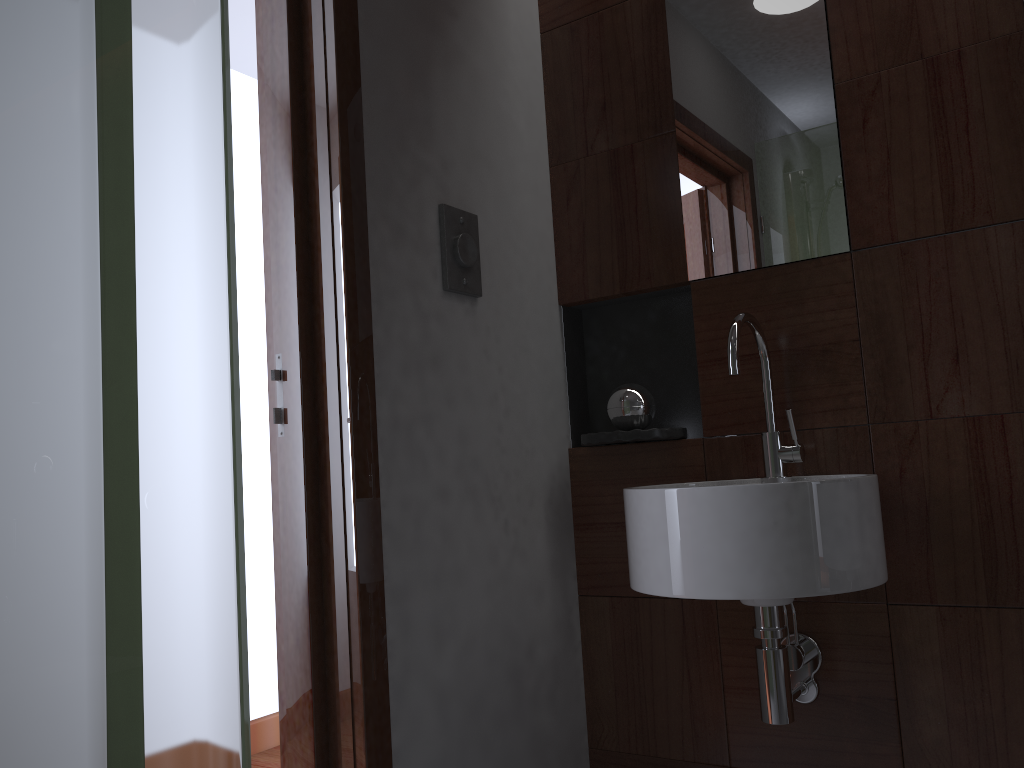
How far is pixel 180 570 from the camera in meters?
0.3 m

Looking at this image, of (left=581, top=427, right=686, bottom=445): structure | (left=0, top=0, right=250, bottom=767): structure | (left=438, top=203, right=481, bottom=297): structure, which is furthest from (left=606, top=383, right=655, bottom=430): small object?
(left=0, top=0, right=250, bottom=767): structure

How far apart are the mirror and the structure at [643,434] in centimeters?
31cm

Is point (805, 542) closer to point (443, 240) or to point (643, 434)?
point (643, 434)

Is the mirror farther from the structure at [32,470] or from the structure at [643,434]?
the structure at [32,470]

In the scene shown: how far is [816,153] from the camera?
1.7 meters

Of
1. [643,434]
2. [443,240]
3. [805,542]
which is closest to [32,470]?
[805,542]

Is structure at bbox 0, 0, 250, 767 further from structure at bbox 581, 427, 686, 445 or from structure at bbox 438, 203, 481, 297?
structure at bbox 581, 427, 686, 445

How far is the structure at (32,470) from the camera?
0.2 meters

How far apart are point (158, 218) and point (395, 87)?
1.38m
